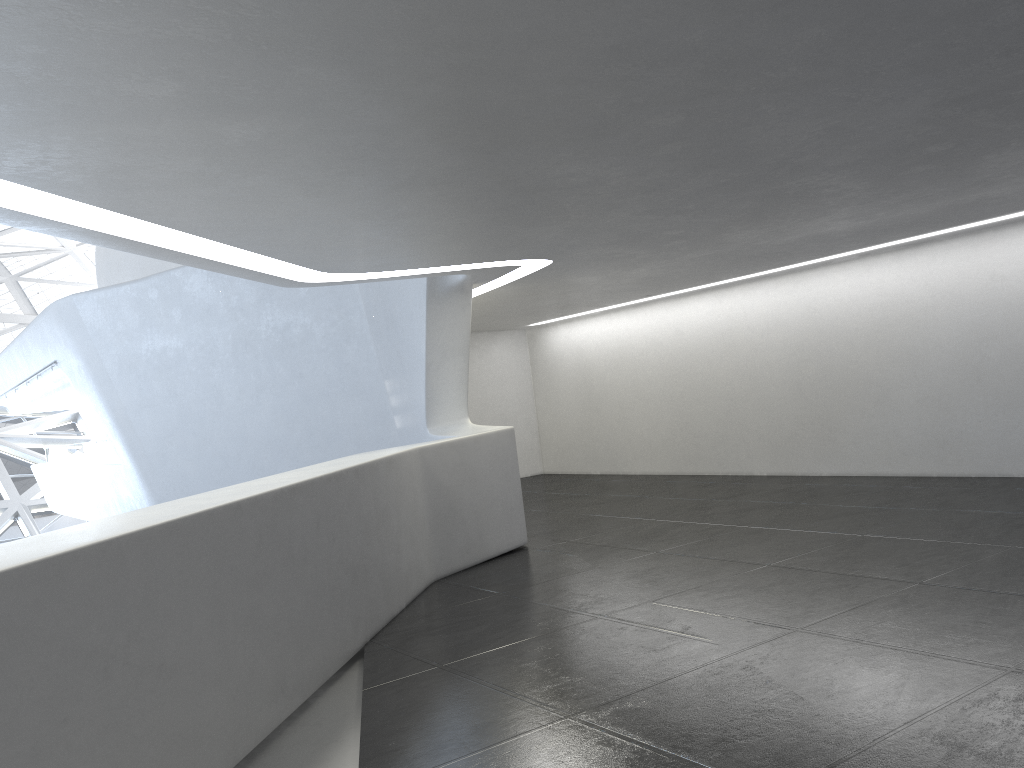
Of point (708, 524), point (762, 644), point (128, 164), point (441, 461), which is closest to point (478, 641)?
point (762, 644)
